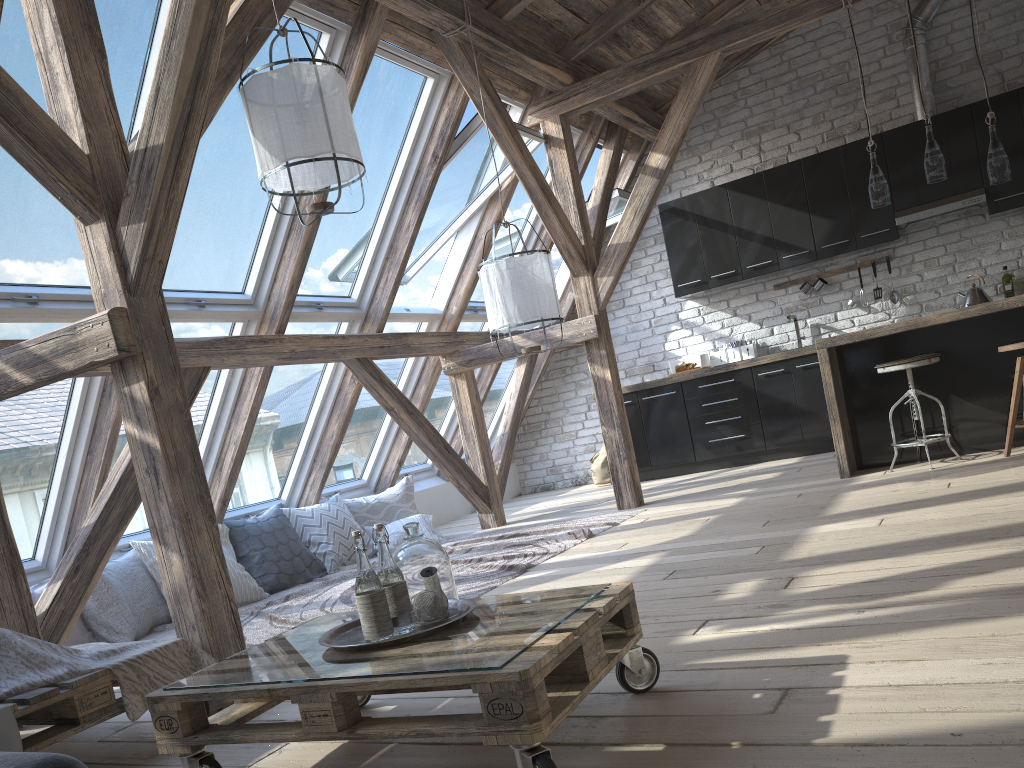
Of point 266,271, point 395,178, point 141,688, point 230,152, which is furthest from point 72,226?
point 141,688

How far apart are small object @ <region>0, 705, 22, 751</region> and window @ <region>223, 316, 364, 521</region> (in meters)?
3.27

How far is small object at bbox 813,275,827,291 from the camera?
7.3m

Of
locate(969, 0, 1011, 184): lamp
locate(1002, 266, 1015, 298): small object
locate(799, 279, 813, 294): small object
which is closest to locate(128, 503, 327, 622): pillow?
locate(799, 279, 813, 294): small object

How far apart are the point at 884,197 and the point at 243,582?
4.37m

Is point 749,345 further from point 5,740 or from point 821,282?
point 5,740

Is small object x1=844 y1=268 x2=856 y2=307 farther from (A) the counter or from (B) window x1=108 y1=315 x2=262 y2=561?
(B) window x1=108 y1=315 x2=262 y2=561

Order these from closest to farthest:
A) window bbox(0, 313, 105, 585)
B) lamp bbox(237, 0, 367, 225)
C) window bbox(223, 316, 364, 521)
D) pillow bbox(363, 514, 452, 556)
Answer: lamp bbox(237, 0, 367, 225), window bbox(0, 313, 105, 585), window bbox(223, 316, 364, 521), pillow bbox(363, 514, 452, 556)

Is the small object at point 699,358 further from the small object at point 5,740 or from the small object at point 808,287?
the small object at point 5,740

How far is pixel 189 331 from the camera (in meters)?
4.75
